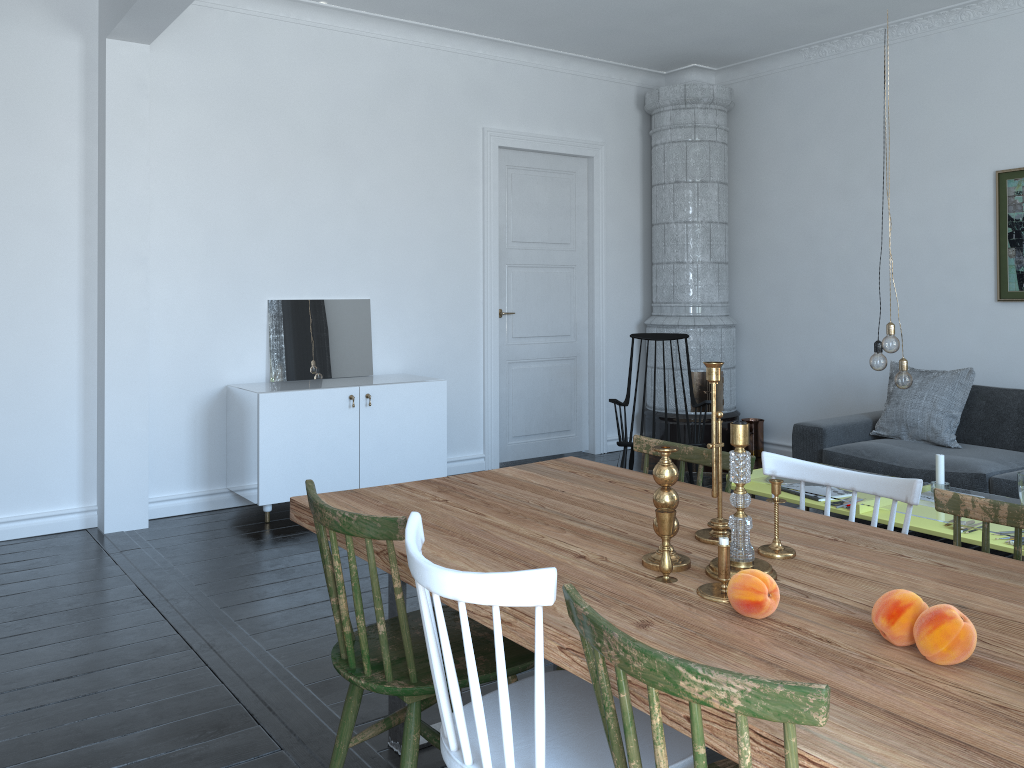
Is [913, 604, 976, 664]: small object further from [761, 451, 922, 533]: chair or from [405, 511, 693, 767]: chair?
[761, 451, 922, 533]: chair

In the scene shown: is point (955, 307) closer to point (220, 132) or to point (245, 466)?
point (245, 466)

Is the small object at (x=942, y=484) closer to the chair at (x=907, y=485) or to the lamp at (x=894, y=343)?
the lamp at (x=894, y=343)

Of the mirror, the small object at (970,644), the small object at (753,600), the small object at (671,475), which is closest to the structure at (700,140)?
the mirror

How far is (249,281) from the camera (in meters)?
5.33

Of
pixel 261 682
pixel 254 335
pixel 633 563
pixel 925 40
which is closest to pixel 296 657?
pixel 261 682

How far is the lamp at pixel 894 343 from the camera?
3.78m

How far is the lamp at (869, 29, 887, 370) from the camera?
3.9m

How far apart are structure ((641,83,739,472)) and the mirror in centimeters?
229cm

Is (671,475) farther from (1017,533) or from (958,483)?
(958,483)
